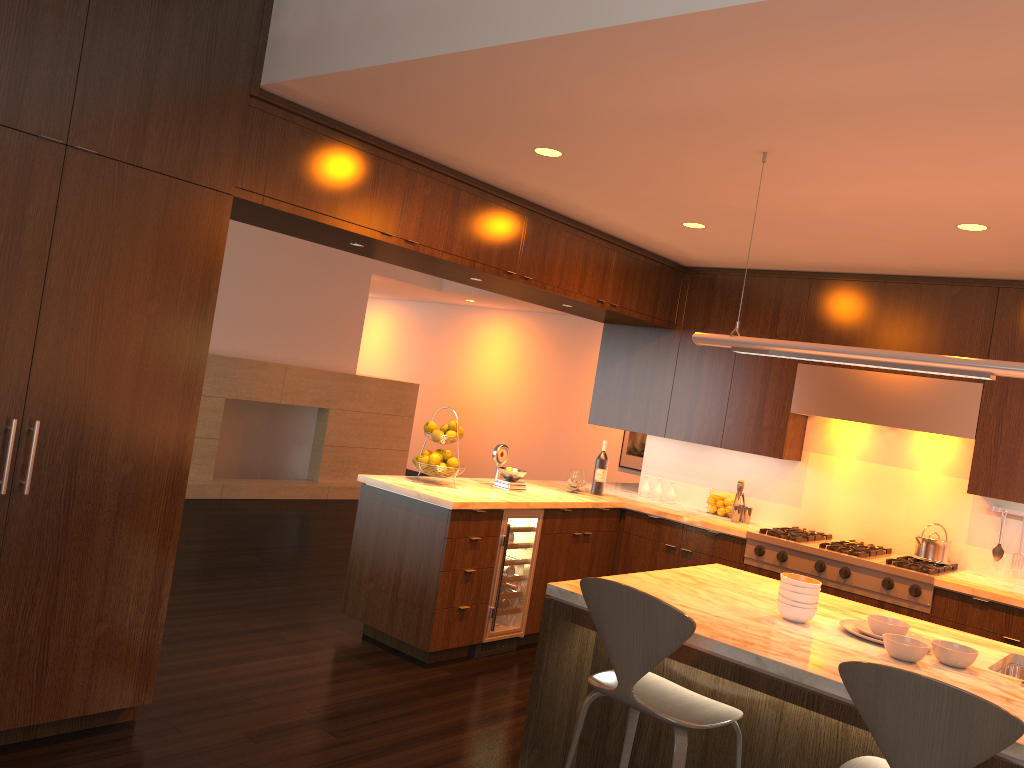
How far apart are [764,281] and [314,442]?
5.8m

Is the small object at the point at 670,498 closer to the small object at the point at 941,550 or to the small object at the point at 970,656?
the small object at the point at 941,550

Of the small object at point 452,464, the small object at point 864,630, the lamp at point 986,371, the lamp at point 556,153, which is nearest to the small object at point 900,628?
the small object at point 864,630

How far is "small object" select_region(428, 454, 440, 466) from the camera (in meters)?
5.13

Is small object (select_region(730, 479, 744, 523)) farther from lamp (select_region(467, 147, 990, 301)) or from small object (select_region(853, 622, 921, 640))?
small object (select_region(853, 622, 921, 640))

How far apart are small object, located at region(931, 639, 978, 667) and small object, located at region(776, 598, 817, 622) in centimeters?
38cm

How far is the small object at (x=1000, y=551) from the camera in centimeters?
505cm

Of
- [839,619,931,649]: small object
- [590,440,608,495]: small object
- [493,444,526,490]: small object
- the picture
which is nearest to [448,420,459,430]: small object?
[493,444,526,490]: small object

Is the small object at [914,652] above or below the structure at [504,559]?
above

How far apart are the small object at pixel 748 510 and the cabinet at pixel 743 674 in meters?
2.8
